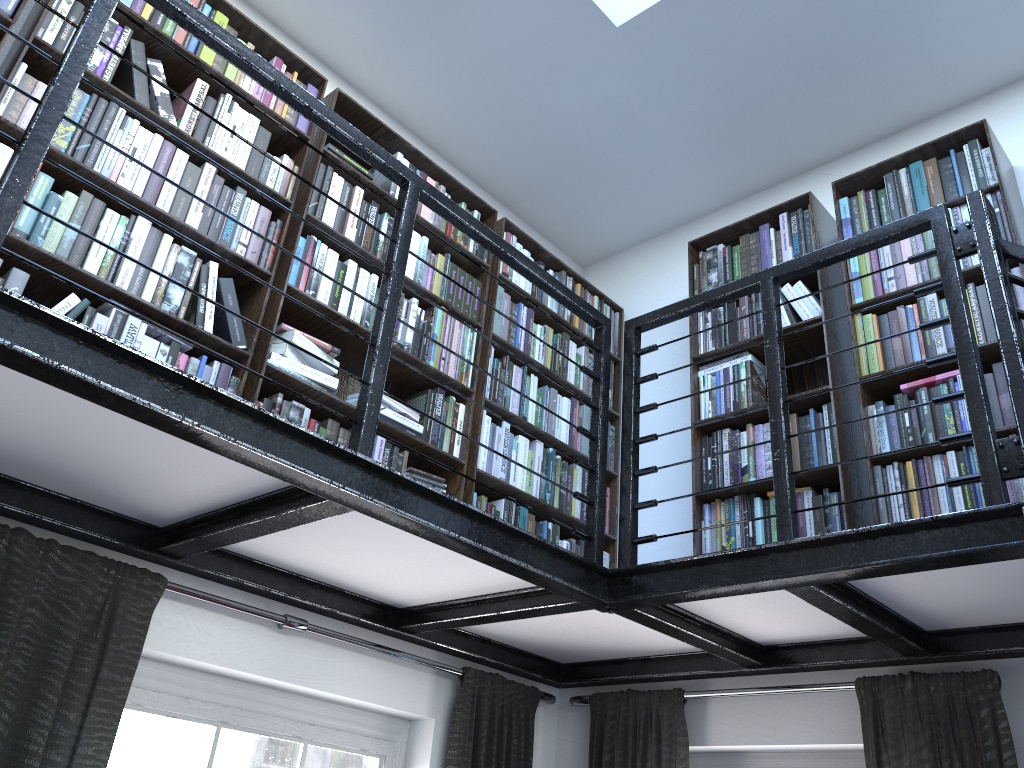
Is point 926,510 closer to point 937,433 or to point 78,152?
point 937,433

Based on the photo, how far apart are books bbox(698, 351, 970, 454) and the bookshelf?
0.03m

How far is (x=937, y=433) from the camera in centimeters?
274cm

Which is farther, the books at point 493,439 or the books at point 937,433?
the books at point 493,439

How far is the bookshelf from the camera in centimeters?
243cm

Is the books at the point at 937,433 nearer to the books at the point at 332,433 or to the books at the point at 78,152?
the books at the point at 332,433

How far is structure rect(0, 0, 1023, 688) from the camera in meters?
1.7

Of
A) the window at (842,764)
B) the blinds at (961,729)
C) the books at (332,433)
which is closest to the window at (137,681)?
the blinds at (961,729)

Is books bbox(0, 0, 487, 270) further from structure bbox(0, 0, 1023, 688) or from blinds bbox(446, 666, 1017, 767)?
blinds bbox(446, 666, 1017, 767)

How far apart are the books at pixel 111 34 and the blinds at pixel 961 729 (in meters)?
0.54
